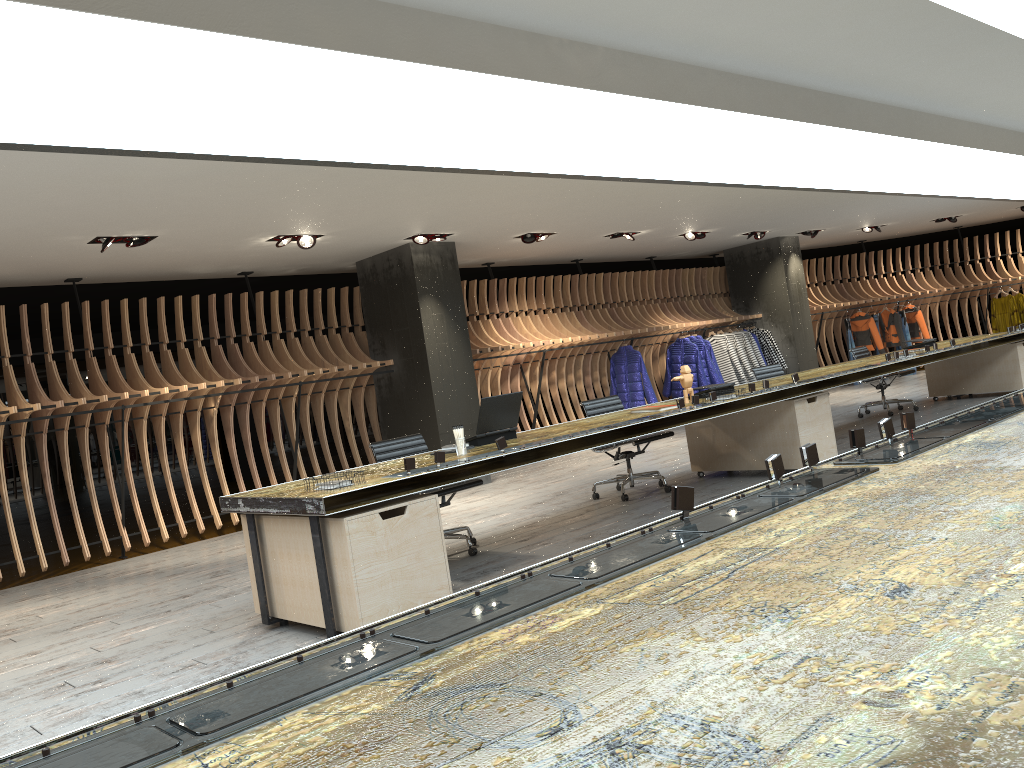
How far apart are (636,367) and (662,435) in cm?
521

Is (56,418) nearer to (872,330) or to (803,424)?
(803,424)

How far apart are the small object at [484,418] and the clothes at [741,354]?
8.9m

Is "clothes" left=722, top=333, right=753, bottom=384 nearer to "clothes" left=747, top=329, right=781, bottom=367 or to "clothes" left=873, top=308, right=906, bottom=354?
"clothes" left=747, top=329, right=781, bottom=367

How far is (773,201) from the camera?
10.7 meters

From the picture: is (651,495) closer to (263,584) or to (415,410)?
(415,410)

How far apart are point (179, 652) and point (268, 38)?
3.2 meters

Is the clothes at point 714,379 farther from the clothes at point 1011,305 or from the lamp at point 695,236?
the clothes at point 1011,305

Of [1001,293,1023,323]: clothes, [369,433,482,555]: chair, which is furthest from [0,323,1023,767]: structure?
[1001,293,1023,323]: clothes

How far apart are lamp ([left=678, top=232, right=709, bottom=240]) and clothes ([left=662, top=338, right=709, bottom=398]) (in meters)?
1.78
